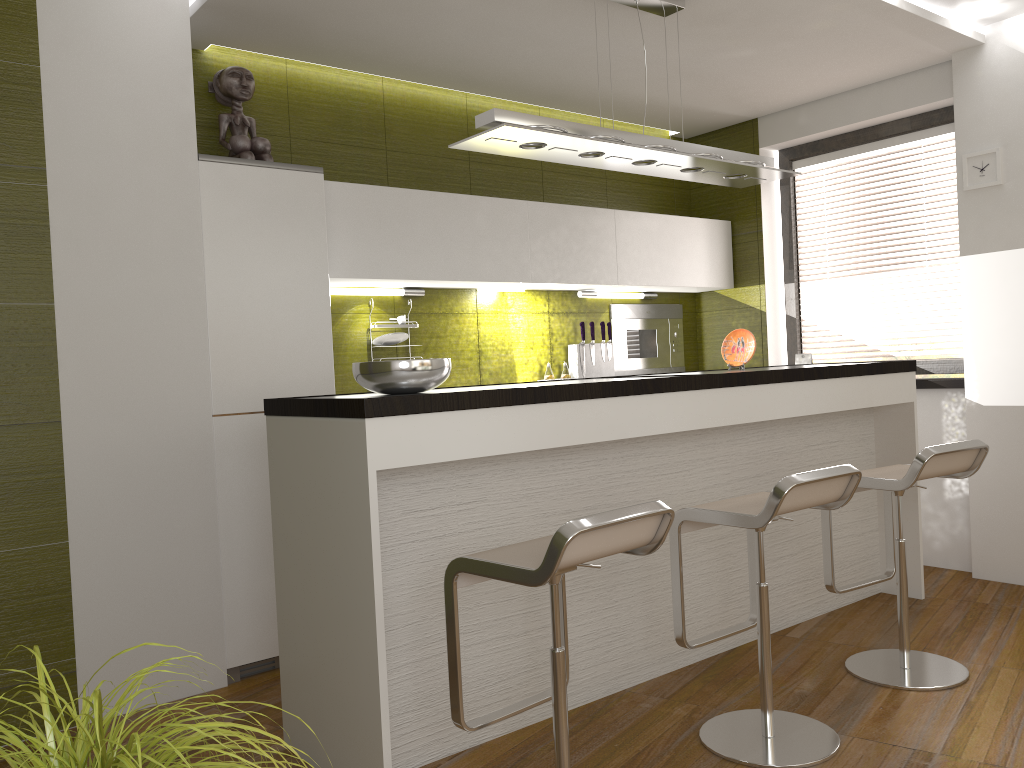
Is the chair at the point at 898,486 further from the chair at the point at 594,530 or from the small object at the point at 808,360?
the small object at the point at 808,360

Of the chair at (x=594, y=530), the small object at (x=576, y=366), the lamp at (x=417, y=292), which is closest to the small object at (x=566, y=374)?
the small object at (x=576, y=366)

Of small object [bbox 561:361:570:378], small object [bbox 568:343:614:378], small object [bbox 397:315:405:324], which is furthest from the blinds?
small object [bbox 397:315:405:324]

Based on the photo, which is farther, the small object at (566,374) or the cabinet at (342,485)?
the small object at (566,374)

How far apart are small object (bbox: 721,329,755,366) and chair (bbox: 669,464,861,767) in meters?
1.3 m

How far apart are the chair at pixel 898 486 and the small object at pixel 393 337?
2.14m

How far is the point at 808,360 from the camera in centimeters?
536cm

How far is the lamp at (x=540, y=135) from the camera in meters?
3.0 m

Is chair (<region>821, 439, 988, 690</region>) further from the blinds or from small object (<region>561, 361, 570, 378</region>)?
small object (<region>561, 361, 570, 378</region>)

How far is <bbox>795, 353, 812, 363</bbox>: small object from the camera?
5.36m
